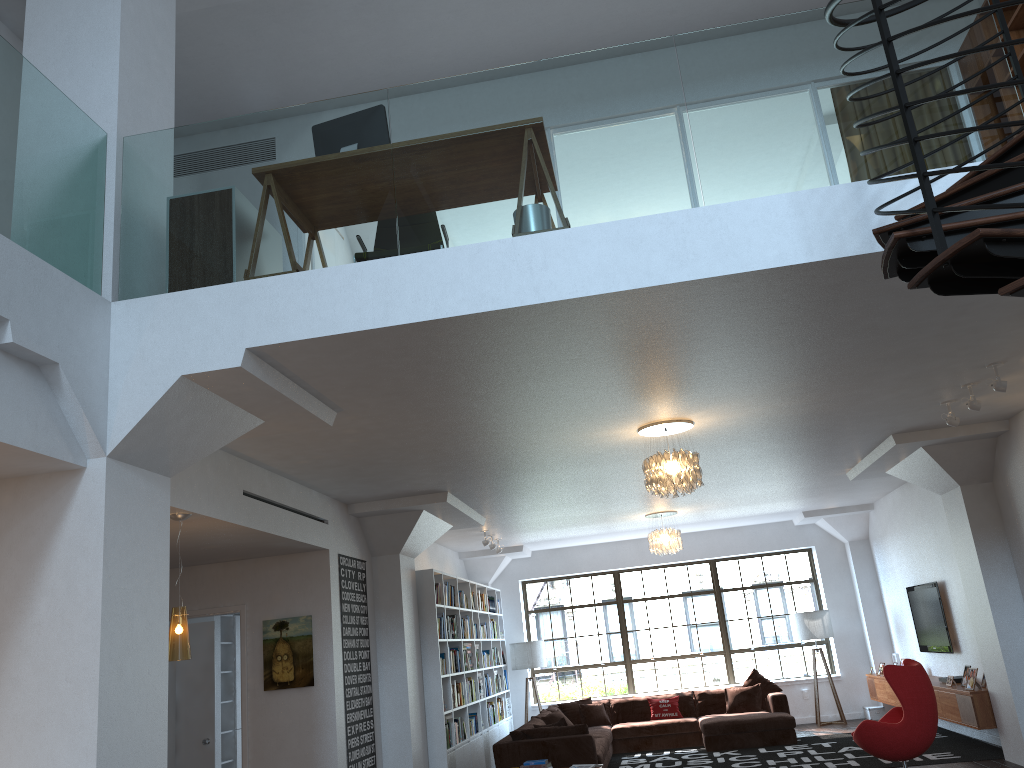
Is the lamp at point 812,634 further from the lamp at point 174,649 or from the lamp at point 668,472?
the lamp at point 174,649

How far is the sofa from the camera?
9.1 meters

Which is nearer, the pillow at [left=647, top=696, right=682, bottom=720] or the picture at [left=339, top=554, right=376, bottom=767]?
the picture at [left=339, top=554, right=376, bottom=767]

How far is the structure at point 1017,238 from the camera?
2.5m

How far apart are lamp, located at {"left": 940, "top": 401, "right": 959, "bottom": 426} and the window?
7.68m

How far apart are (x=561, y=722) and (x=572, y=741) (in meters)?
0.43

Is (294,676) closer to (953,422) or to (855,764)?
(855,764)

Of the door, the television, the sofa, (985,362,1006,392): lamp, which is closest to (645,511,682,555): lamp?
the sofa

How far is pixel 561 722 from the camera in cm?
956

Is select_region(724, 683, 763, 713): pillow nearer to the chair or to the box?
the box
